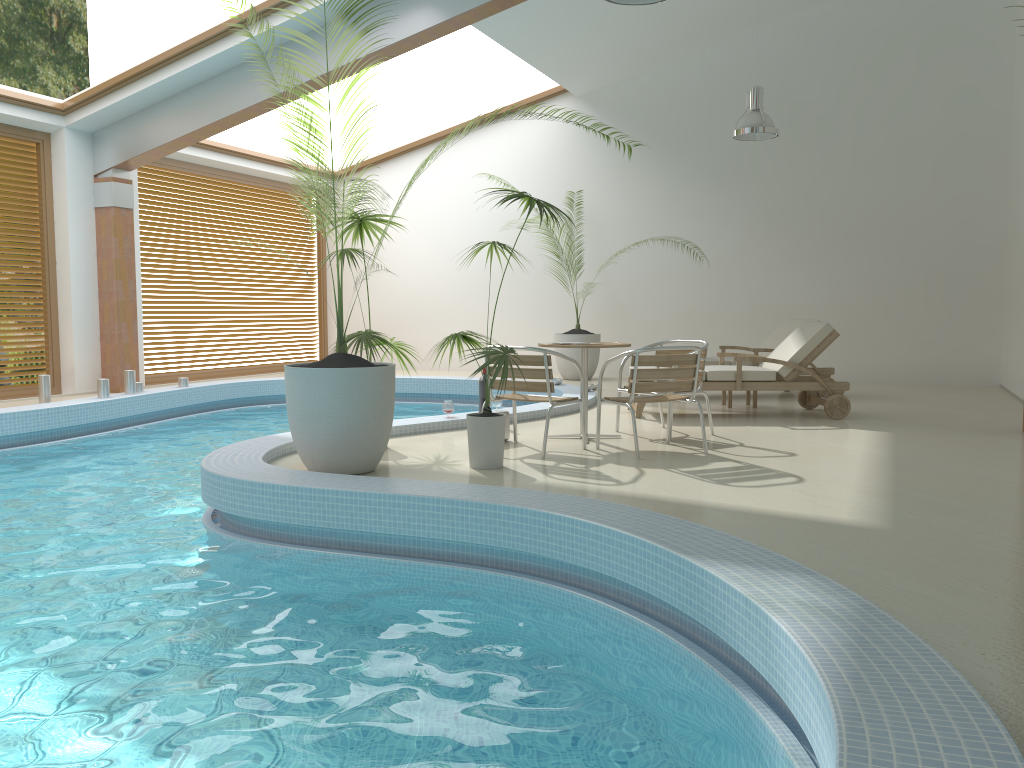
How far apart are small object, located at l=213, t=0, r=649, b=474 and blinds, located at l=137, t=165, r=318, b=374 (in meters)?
6.17

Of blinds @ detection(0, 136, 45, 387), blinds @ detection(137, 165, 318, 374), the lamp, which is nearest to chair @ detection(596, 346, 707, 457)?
the lamp

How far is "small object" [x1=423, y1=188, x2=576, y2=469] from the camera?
5.38m

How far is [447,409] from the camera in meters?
7.4

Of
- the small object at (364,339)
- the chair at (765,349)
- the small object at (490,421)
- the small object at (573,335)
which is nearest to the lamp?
the chair at (765,349)

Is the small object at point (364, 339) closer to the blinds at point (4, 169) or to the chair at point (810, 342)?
the chair at point (810, 342)

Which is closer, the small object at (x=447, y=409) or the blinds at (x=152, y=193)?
the small object at (x=447, y=409)

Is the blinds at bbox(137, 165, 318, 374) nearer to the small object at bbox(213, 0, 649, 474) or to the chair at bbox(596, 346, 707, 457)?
the small object at bbox(213, 0, 649, 474)

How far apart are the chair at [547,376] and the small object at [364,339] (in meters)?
0.73

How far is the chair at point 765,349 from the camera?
9.64m
